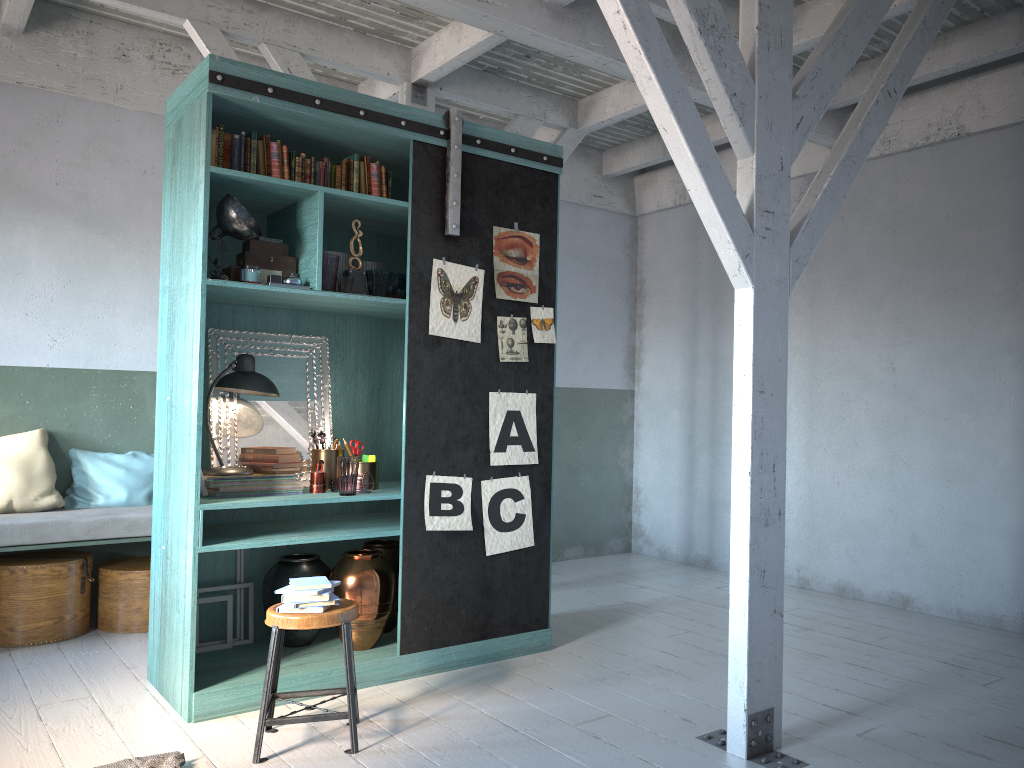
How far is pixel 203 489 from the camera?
5.1 meters

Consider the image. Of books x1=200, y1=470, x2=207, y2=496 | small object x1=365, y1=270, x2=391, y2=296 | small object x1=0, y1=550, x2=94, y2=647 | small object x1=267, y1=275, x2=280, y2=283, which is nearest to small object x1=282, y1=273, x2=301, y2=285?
small object x1=267, y1=275, x2=280, y2=283

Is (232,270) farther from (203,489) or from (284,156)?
(203,489)

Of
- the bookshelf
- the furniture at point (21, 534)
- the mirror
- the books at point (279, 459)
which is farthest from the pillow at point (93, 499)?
the books at point (279, 459)

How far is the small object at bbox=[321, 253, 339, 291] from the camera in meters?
5.1

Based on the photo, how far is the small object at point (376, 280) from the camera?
5.3 meters

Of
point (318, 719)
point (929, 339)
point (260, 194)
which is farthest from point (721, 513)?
point (260, 194)

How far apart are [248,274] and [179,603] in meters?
1.9

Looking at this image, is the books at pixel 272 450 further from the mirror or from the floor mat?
the floor mat

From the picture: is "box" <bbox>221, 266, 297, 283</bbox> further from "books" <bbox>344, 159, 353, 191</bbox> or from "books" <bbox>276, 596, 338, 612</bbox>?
"books" <bbox>276, 596, 338, 612</bbox>
